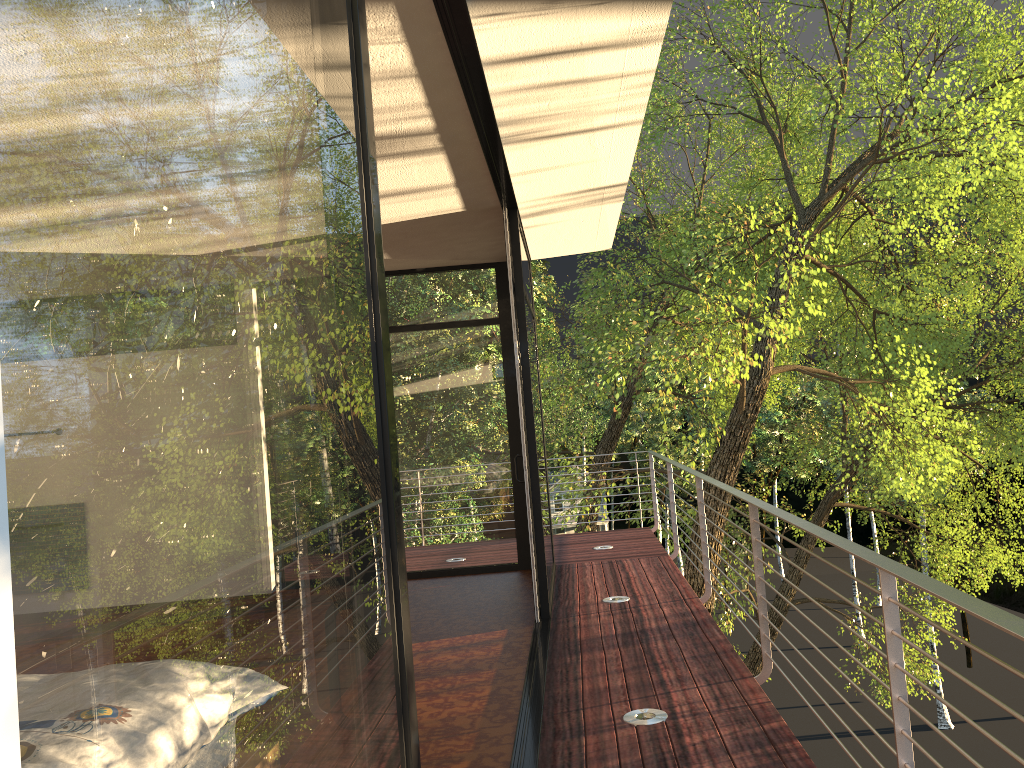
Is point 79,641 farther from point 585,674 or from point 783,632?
point 783,632

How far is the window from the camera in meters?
0.4 m

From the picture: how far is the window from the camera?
0.40m

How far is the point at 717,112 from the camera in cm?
1392
